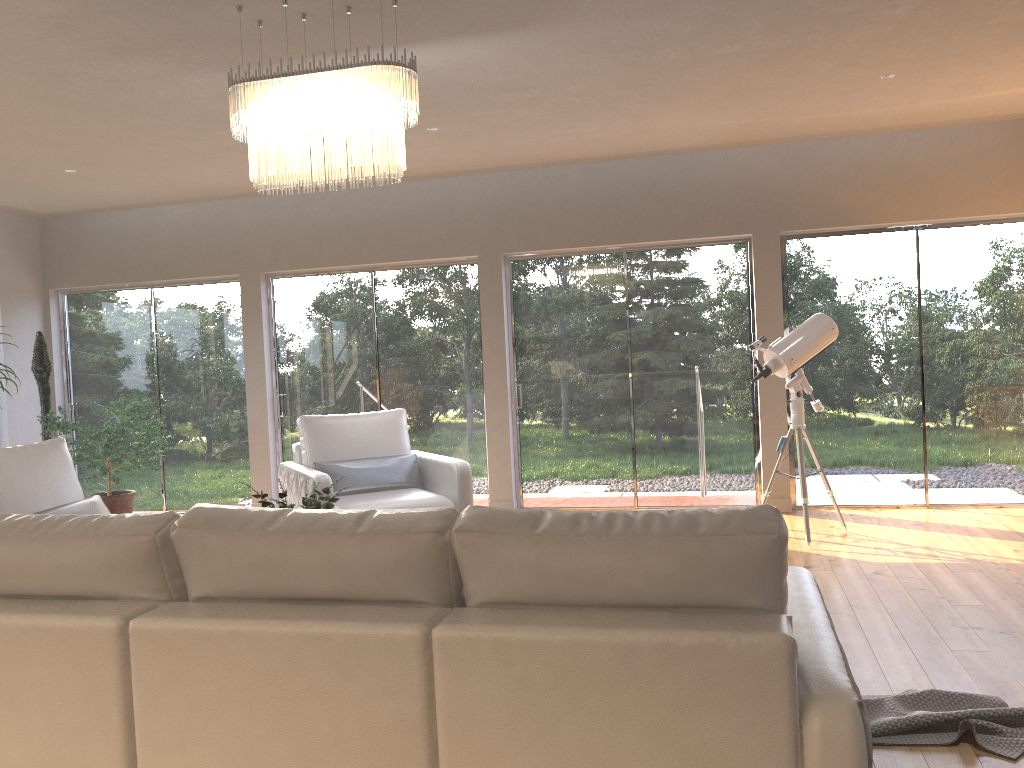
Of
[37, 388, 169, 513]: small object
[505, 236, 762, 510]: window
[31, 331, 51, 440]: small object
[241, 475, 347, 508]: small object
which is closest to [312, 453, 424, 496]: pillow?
[505, 236, 762, 510]: window

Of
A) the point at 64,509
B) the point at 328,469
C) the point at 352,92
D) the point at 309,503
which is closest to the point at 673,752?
the point at 309,503

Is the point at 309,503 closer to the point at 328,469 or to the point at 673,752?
the point at 328,469

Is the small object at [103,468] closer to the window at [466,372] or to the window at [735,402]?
the window at [466,372]

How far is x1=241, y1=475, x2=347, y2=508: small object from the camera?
3.56m

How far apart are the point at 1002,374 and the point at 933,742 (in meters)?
4.59

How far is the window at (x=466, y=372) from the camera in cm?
750

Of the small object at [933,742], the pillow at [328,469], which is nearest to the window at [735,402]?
the pillow at [328,469]

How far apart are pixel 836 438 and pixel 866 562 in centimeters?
188cm

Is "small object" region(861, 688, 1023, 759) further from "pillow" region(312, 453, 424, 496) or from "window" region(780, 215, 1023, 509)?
"window" region(780, 215, 1023, 509)
